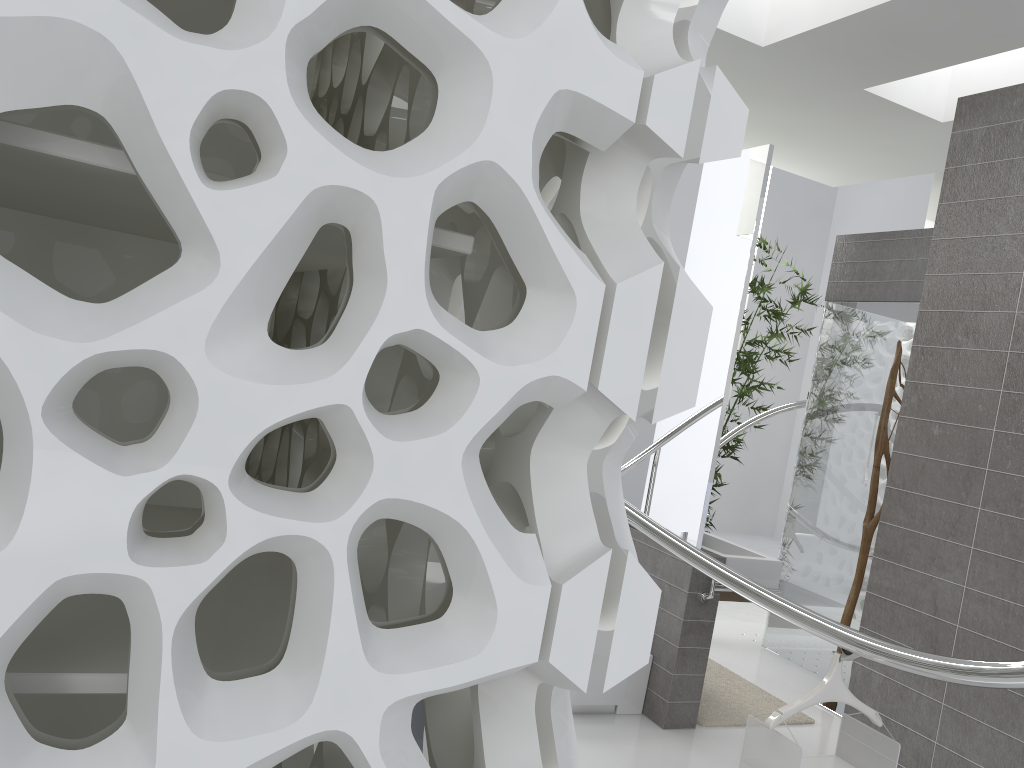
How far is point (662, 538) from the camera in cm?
295

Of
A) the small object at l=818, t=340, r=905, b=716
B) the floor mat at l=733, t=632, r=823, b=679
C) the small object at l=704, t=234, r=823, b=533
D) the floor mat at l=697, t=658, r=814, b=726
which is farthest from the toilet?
the small object at l=704, t=234, r=823, b=533

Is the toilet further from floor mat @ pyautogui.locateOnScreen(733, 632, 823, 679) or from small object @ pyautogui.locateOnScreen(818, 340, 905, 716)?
floor mat @ pyautogui.locateOnScreen(733, 632, 823, 679)

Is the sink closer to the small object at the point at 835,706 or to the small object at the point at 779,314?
Answer: the small object at the point at 835,706

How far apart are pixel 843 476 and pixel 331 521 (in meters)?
5.40

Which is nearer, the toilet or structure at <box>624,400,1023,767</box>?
structure at <box>624,400,1023,767</box>

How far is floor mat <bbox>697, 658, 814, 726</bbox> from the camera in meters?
4.5

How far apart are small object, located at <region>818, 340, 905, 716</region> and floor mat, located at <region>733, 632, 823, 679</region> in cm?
112

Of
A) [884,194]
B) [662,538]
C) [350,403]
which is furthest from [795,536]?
[884,194]

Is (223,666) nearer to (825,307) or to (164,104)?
(164,104)
